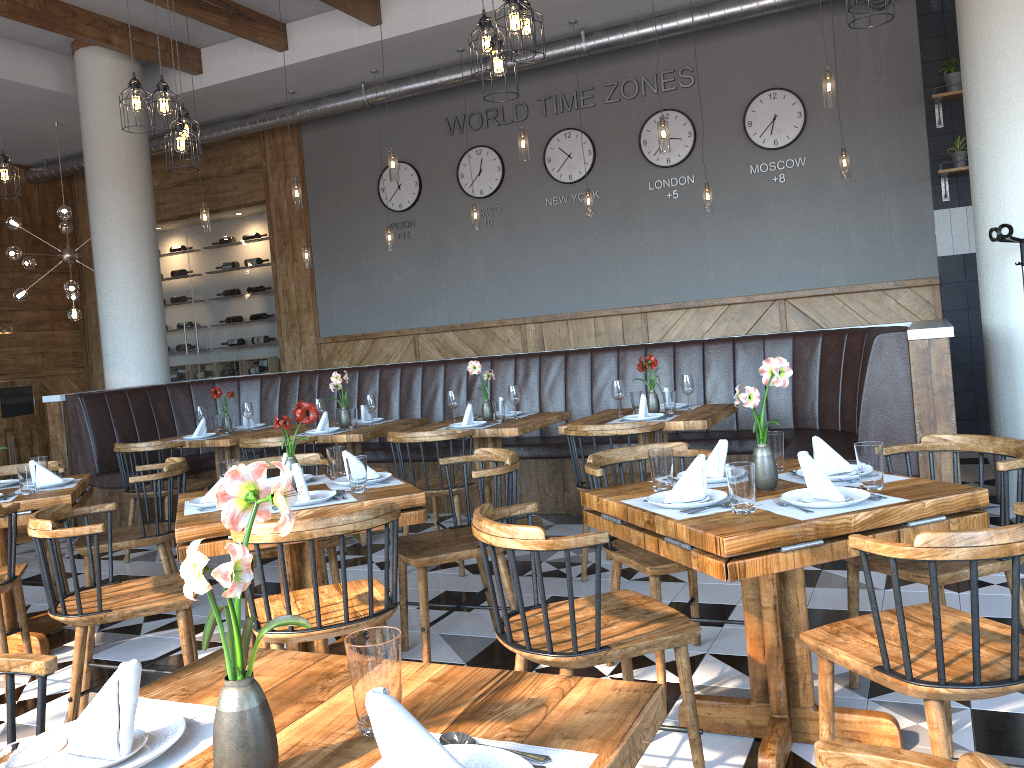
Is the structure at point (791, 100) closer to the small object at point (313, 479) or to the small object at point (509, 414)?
the small object at point (509, 414)

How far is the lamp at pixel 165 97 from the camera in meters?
5.0 m

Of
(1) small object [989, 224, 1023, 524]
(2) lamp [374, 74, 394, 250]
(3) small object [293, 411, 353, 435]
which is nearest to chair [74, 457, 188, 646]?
(3) small object [293, 411, 353, 435]

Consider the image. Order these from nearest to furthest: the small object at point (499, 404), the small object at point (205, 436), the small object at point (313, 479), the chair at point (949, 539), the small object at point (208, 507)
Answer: the chair at point (949, 539) → the small object at point (208, 507) → the small object at point (313, 479) → the small object at point (499, 404) → the small object at point (205, 436)

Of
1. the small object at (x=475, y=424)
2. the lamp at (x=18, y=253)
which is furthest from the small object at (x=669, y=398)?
the lamp at (x=18, y=253)

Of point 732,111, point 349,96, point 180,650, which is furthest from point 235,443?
point 732,111

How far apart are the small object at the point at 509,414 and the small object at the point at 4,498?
2.89m

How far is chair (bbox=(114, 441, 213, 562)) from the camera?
5.8m

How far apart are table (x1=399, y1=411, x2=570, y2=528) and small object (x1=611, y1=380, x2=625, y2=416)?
0.5 meters

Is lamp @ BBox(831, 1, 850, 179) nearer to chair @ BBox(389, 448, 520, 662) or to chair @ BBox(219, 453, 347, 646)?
chair @ BBox(389, 448, 520, 662)
